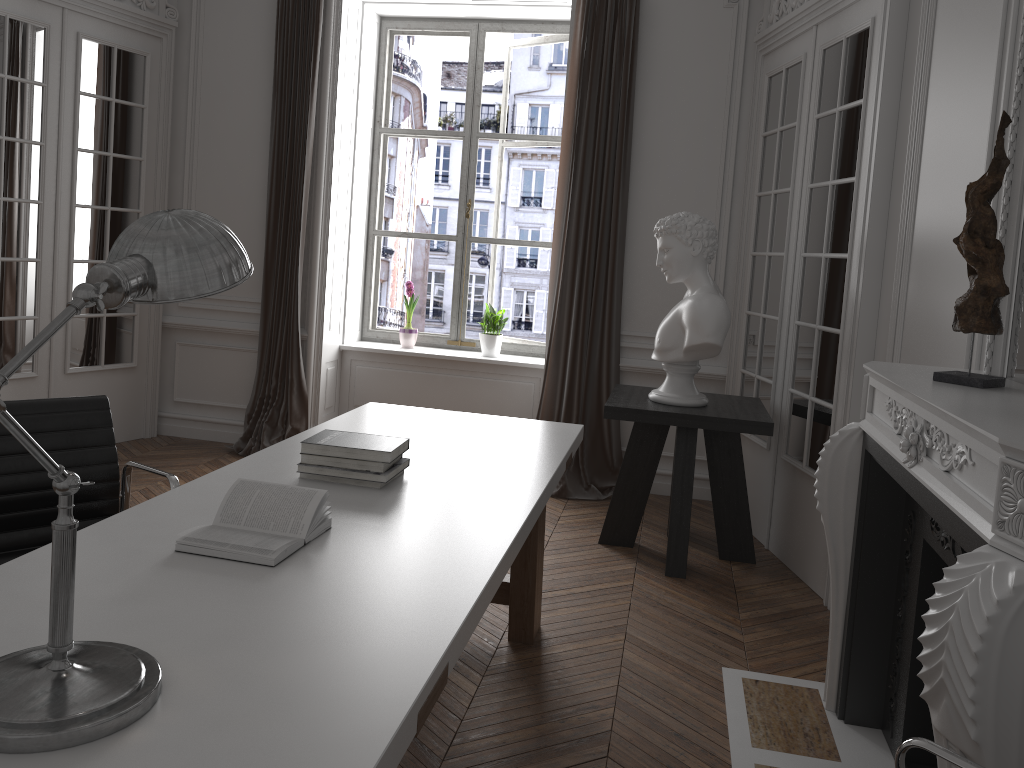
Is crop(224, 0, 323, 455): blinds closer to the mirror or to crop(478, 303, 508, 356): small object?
crop(478, 303, 508, 356): small object

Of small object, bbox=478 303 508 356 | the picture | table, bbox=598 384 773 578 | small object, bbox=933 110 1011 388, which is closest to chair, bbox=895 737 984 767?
small object, bbox=933 110 1011 388

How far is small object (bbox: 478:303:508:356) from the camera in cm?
600

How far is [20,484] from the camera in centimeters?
235cm

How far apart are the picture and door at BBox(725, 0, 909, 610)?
1.5 meters

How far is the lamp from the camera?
1.15m

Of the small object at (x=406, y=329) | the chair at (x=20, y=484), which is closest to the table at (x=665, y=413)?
the small object at (x=406, y=329)

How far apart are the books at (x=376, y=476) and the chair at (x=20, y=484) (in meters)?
0.33

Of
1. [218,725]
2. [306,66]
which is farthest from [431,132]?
[218,725]

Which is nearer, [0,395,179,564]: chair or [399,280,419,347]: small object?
[0,395,179,564]: chair
